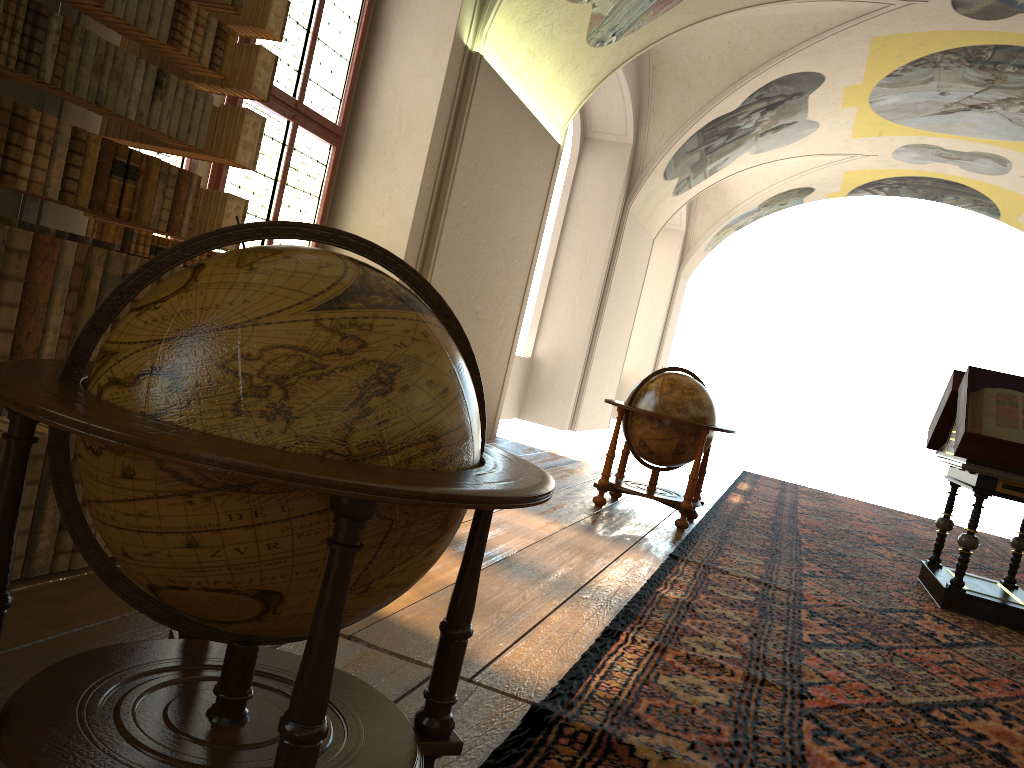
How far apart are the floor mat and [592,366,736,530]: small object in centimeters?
13cm

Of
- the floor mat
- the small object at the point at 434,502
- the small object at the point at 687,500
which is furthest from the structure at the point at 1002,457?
the small object at the point at 434,502

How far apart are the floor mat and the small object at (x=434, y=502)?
0.35m

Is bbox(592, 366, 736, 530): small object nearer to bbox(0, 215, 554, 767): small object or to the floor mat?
the floor mat

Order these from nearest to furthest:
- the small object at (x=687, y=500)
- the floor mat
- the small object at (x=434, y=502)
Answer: the small object at (x=434, y=502) < the floor mat < the small object at (x=687, y=500)

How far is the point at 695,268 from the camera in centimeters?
2507cm

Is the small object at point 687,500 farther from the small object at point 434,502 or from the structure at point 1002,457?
the small object at point 434,502

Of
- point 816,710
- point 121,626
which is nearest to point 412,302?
point 121,626

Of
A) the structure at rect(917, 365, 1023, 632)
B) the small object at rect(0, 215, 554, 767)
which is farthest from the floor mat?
the small object at rect(0, 215, 554, 767)

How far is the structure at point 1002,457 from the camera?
6.73m
